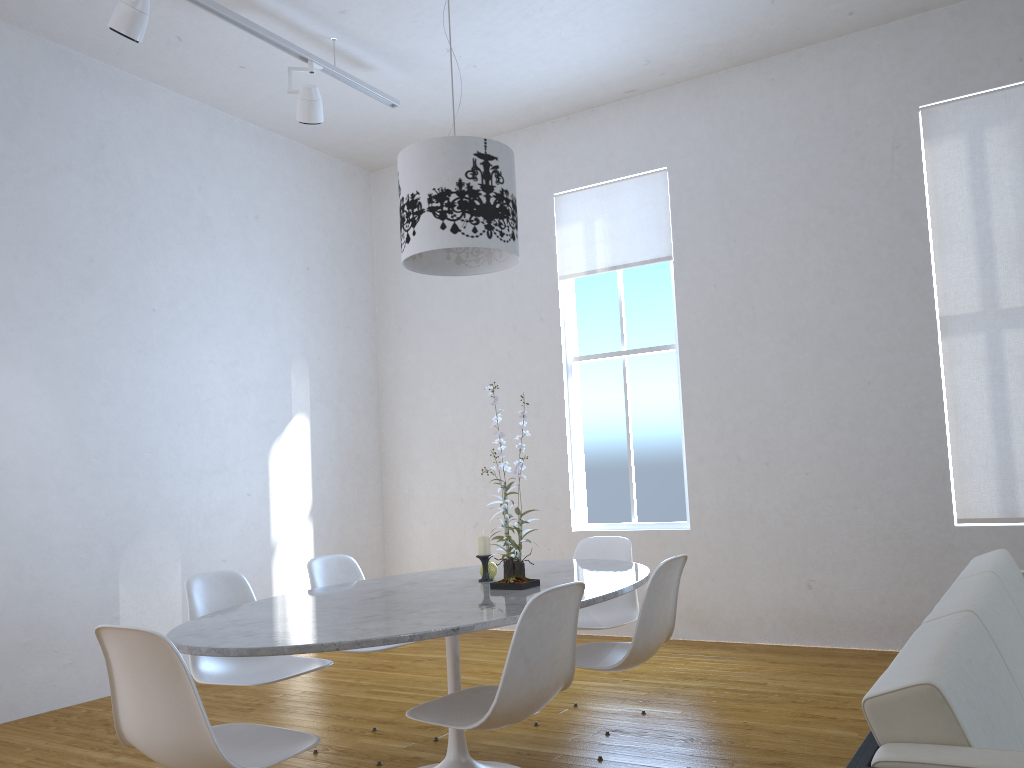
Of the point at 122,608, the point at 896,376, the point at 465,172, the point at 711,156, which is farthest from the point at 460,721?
the point at 711,156

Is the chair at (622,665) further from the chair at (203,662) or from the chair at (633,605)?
the chair at (203,662)

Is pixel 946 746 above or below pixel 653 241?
below

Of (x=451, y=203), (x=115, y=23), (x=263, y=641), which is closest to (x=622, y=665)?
(x=263, y=641)

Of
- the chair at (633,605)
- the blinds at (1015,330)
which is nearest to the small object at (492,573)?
the chair at (633,605)

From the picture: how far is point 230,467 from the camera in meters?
5.1 m

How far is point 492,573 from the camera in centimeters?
299cm

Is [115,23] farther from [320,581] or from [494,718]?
[494,718]

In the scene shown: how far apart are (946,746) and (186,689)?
1.4m

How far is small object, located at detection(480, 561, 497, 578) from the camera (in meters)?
2.99
